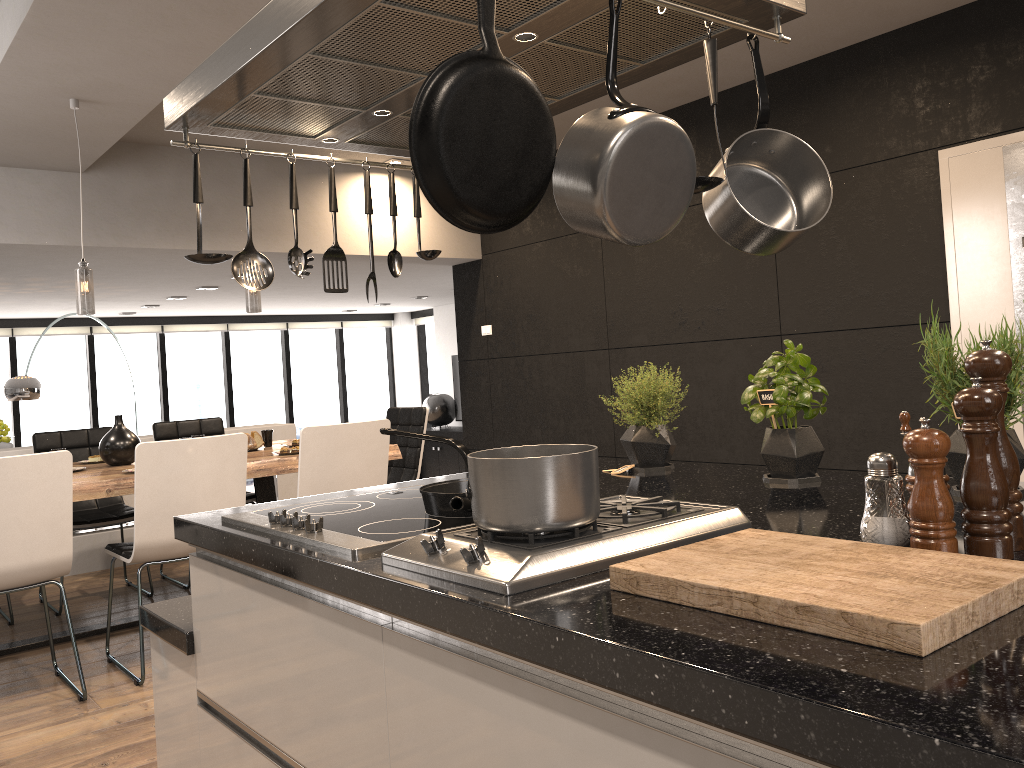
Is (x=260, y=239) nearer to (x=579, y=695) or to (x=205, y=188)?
(x=205, y=188)

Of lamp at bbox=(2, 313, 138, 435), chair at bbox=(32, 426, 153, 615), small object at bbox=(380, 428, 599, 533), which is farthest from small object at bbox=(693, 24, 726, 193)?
lamp at bbox=(2, 313, 138, 435)

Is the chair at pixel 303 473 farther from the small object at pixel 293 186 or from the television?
the television

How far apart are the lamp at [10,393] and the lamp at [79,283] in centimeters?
428cm

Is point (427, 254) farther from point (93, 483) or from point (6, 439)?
point (6, 439)

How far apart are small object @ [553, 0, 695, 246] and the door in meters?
3.5 m

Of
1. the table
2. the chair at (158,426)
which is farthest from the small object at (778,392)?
the chair at (158,426)

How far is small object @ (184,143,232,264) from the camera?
1.91m

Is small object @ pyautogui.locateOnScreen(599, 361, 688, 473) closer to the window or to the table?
the table

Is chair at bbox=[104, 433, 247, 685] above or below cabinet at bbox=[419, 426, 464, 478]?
above
